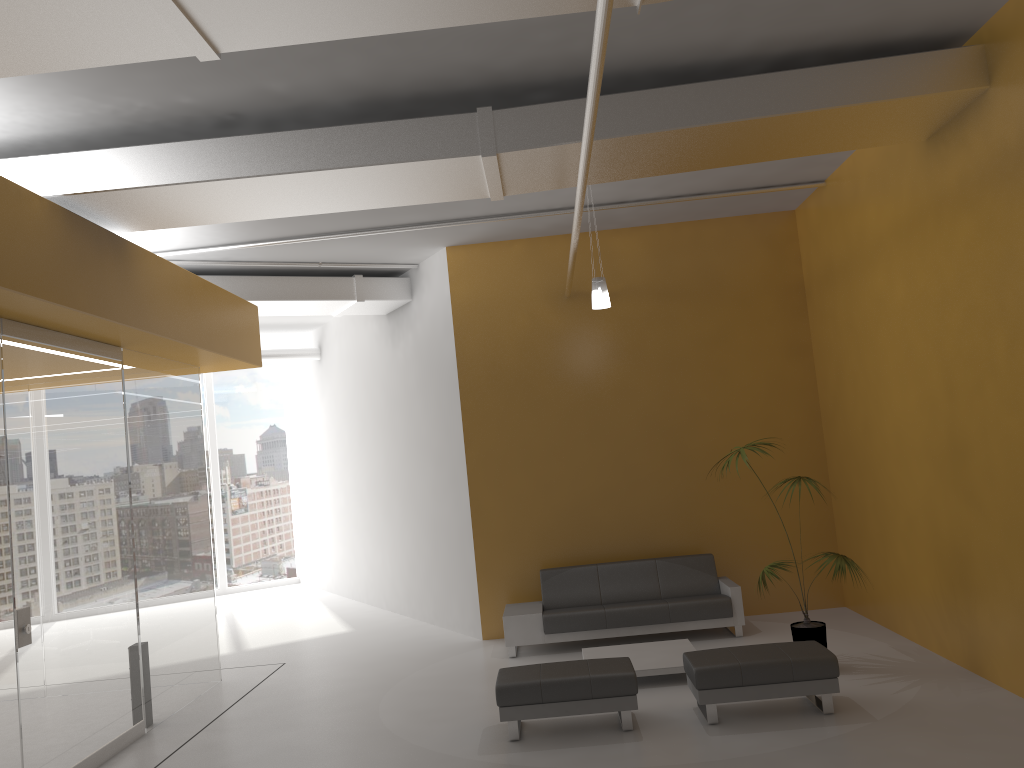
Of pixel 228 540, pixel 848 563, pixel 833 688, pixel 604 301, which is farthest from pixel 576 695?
pixel 228 540

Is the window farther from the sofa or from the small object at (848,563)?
the small object at (848,563)

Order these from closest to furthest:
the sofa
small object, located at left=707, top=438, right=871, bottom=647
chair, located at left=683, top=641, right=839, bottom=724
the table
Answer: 1. chair, located at left=683, top=641, right=839, bottom=724
2. small object, located at left=707, top=438, right=871, bottom=647
3. the table
4. the sofa

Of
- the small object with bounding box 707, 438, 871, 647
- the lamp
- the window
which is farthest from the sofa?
the window

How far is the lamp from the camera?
8.0 meters

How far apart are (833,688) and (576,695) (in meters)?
1.79

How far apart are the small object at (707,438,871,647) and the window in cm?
1149

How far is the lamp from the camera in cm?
799

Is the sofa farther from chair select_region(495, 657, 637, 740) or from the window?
the window

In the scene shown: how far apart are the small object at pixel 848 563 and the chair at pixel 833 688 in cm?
71
